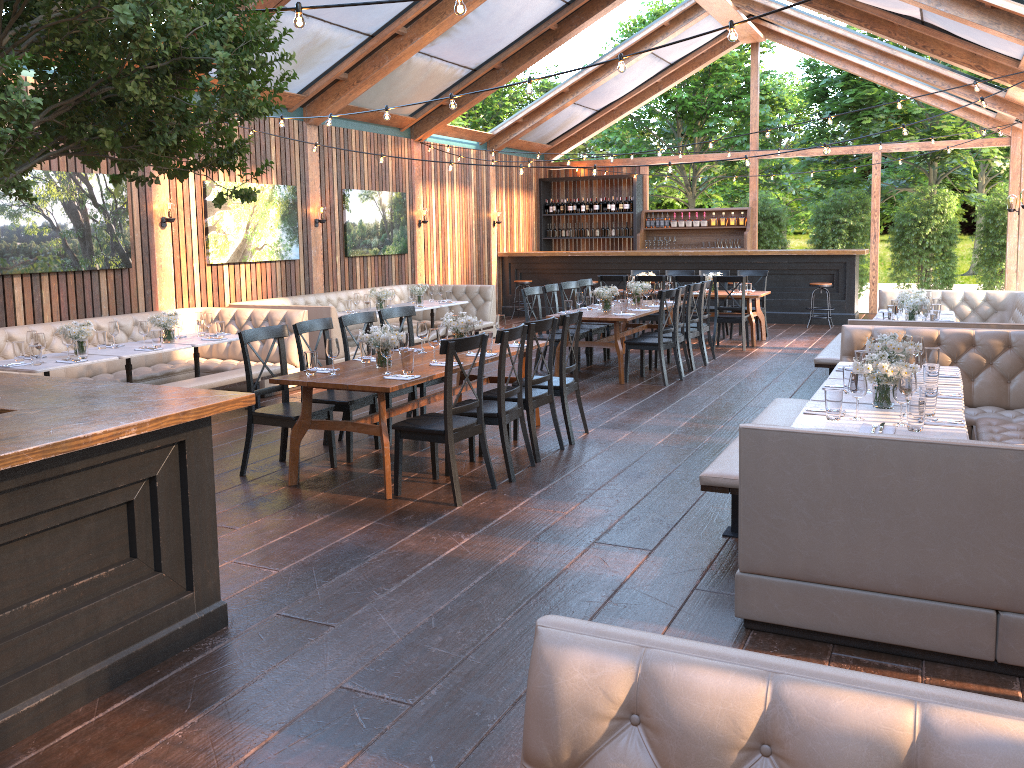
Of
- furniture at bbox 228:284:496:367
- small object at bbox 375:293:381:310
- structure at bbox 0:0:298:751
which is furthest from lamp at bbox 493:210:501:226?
structure at bbox 0:0:298:751

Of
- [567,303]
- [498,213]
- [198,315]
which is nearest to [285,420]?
[198,315]

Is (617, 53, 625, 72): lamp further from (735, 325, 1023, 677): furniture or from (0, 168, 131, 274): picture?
(0, 168, 131, 274): picture

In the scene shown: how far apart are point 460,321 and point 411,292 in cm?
519

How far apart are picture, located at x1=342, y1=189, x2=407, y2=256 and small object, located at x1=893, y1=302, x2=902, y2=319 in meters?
7.7 m

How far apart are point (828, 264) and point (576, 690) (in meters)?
14.49

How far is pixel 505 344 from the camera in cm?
585

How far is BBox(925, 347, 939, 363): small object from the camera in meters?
5.9

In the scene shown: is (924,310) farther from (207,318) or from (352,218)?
(352,218)

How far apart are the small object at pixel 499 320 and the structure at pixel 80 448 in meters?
3.5
